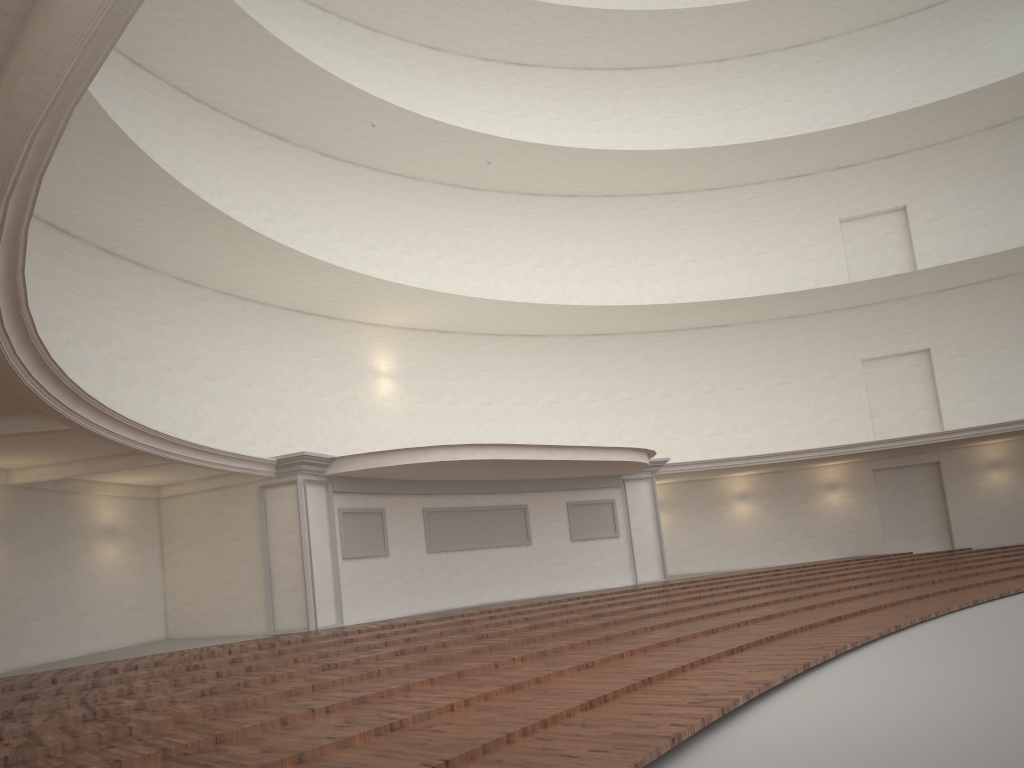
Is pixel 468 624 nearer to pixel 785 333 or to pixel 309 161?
pixel 309 161
